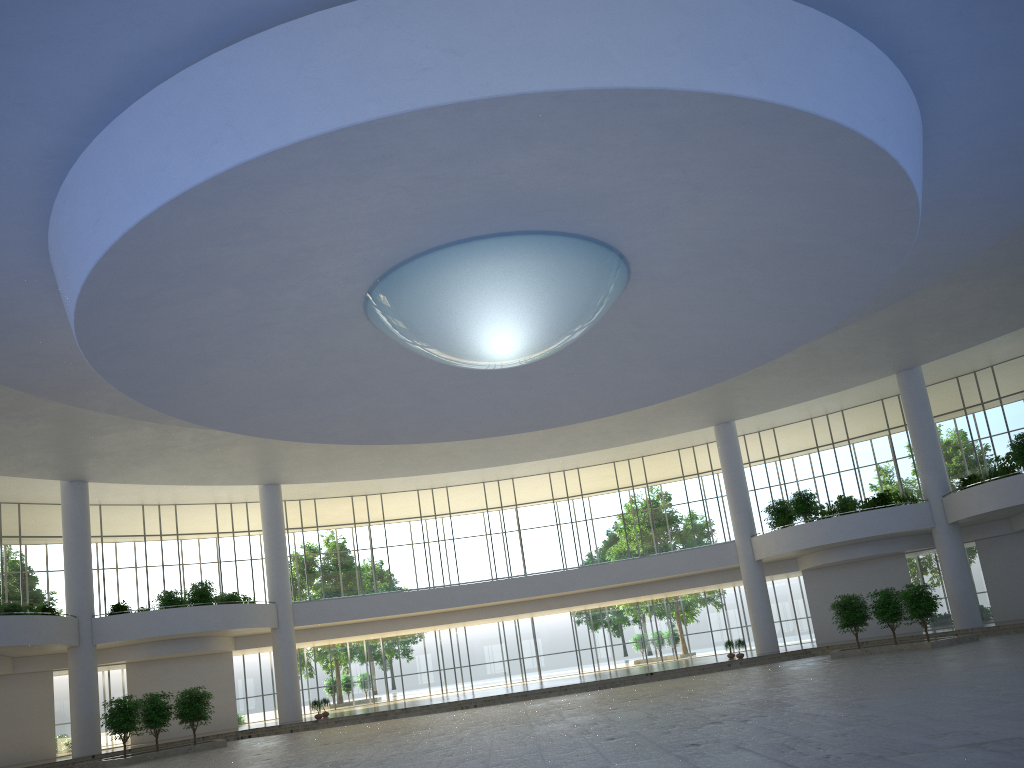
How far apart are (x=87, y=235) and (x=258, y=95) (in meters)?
8.65
